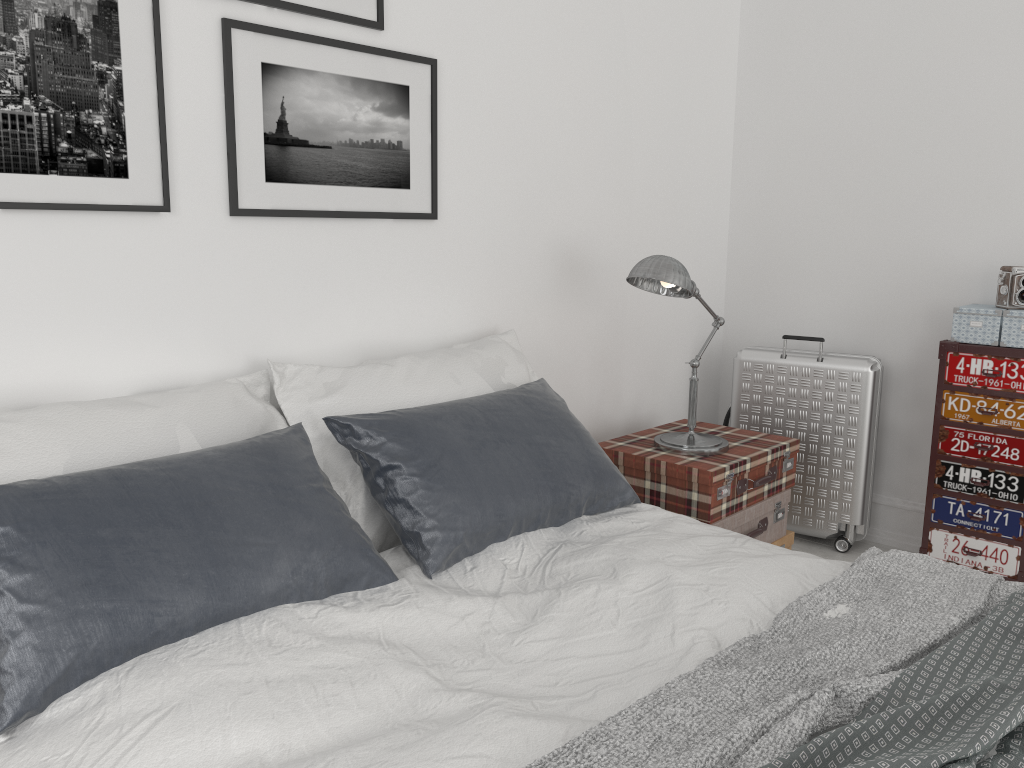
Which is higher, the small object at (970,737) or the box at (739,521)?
the small object at (970,737)

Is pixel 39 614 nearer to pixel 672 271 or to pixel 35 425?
pixel 35 425

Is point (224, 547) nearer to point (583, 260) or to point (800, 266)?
point (583, 260)

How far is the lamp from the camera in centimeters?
290cm

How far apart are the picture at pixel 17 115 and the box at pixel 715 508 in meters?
1.7

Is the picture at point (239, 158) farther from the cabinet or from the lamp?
the cabinet

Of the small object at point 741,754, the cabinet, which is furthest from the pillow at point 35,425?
the cabinet

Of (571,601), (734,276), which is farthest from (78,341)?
(734,276)

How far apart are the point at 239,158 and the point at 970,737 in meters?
2.0 m

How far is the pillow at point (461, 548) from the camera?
2.09m
